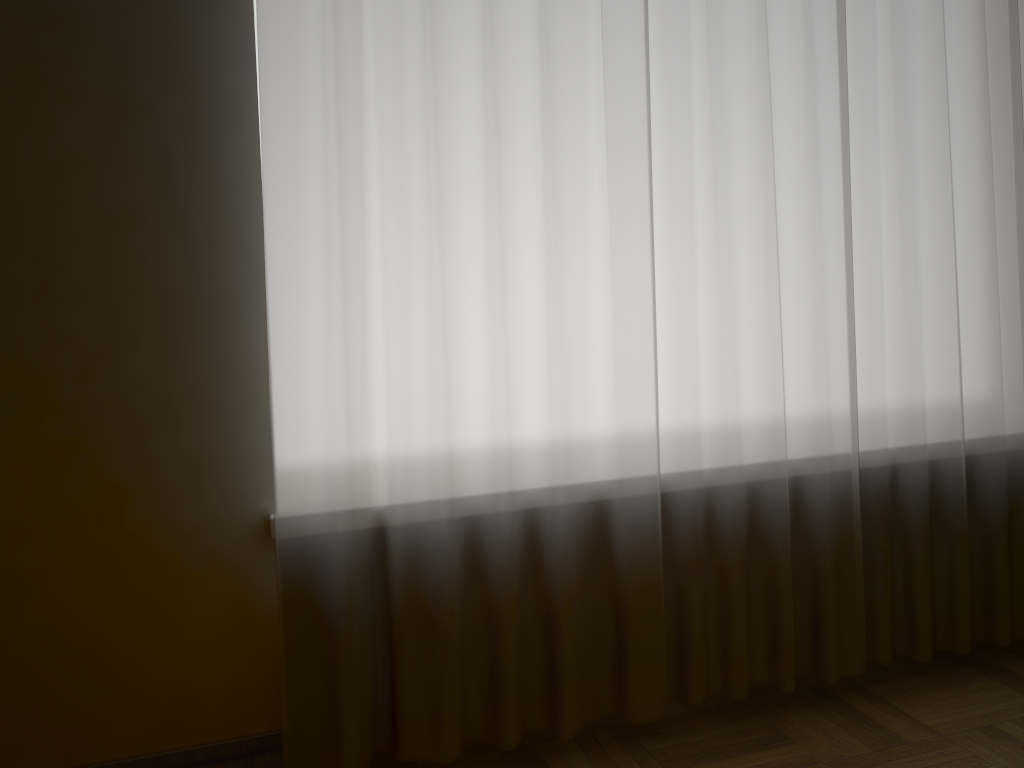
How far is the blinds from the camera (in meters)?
1.51

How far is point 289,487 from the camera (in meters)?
1.51

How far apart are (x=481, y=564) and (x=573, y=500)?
0.2 meters

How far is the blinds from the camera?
1.5m
